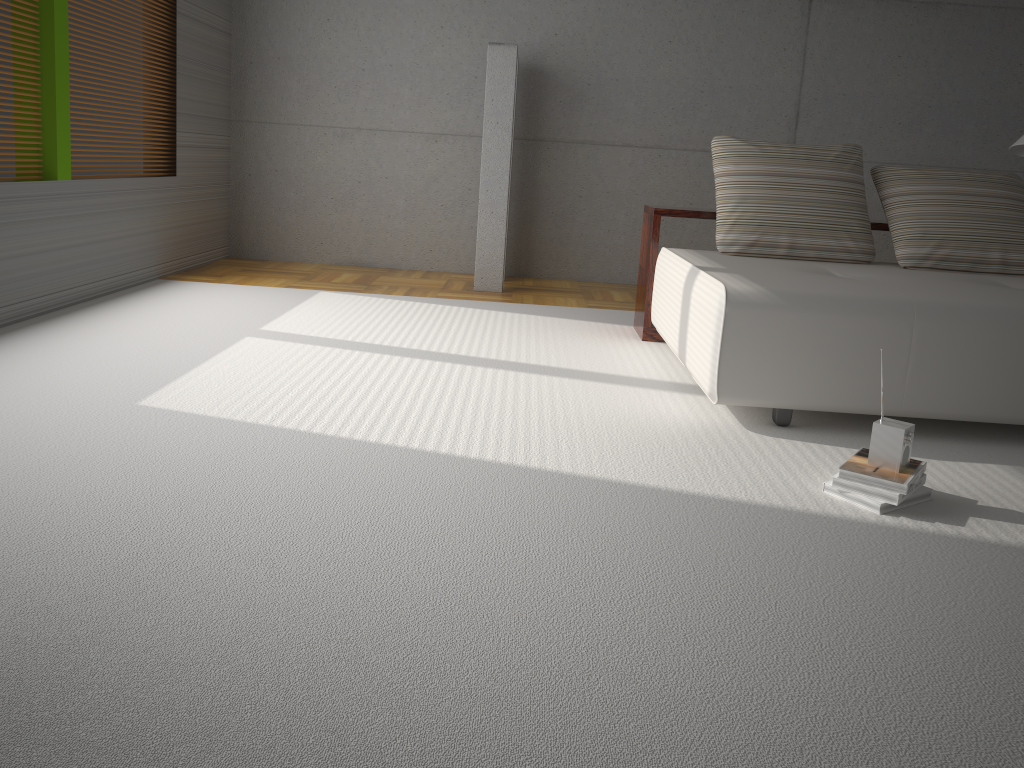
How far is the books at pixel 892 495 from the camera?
2.49m

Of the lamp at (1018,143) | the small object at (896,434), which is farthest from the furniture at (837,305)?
the lamp at (1018,143)

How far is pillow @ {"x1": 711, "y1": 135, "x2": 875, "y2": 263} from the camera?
4.30m

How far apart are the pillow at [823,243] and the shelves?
0.2 meters

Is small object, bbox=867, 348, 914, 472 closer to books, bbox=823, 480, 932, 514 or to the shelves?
books, bbox=823, 480, 932, 514

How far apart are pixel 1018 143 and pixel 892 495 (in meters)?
3.15

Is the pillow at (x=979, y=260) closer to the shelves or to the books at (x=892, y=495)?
the shelves

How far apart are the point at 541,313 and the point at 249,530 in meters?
3.5

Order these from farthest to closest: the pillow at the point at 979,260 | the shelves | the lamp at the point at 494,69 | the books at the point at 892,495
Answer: the lamp at the point at 494,69 → the shelves → the pillow at the point at 979,260 → the books at the point at 892,495

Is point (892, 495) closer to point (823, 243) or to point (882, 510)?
point (882, 510)
